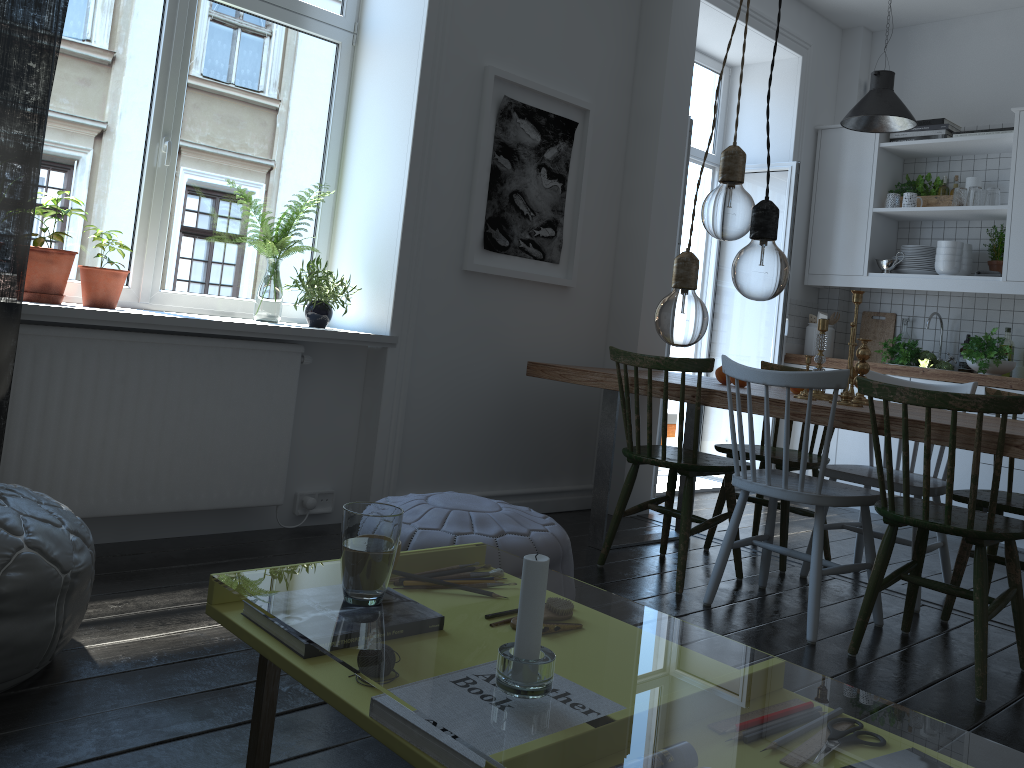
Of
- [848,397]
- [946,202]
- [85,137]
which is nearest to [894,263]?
[946,202]

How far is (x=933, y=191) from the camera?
5.3 meters

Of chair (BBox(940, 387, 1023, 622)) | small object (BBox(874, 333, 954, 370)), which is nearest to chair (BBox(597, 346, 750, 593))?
chair (BBox(940, 387, 1023, 622))

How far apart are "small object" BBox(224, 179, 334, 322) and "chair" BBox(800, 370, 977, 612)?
2.3 meters

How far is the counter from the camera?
4.69m

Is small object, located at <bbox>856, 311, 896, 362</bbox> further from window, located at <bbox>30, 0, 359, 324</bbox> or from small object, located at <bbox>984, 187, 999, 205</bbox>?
window, located at <bbox>30, 0, 359, 324</bbox>

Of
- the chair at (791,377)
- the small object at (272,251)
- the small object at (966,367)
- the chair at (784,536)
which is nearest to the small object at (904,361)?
the small object at (966,367)

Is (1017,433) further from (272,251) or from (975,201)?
(975,201)

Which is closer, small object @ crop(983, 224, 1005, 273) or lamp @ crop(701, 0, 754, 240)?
lamp @ crop(701, 0, 754, 240)

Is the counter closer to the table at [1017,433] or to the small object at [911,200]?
the small object at [911,200]
